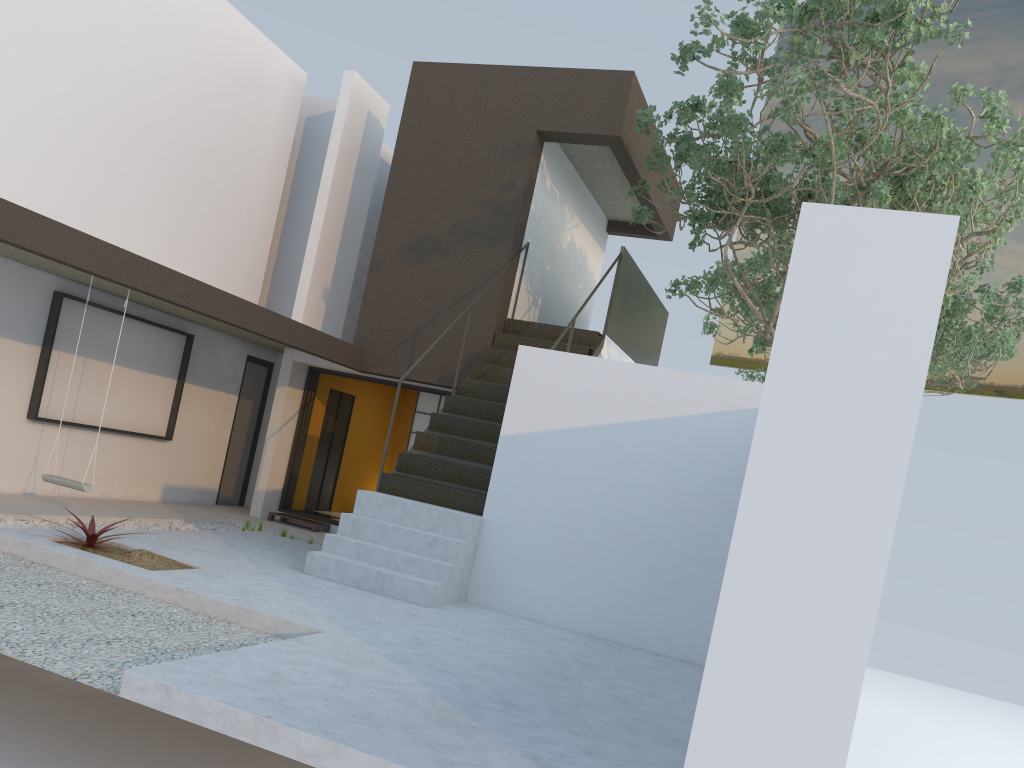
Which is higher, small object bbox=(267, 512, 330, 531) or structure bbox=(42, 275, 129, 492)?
structure bbox=(42, 275, 129, 492)

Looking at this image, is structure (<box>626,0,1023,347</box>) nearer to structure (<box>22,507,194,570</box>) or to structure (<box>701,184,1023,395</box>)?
structure (<box>701,184,1023,395</box>)

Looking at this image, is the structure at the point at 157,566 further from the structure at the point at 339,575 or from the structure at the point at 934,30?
the structure at the point at 934,30

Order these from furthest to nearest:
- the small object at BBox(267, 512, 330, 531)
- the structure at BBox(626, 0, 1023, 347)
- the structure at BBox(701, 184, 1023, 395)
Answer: the structure at BBox(701, 184, 1023, 395), the small object at BBox(267, 512, 330, 531), the structure at BBox(626, 0, 1023, 347)

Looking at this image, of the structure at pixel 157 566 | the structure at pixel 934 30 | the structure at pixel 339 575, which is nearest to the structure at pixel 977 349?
the structure at pixel 339 575

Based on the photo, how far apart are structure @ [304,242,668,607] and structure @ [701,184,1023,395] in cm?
226

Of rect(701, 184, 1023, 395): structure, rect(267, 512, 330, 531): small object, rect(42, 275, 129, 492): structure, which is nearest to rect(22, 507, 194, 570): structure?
rect(42, 275, 129, 492): structure

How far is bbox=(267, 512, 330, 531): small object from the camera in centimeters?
1078cm

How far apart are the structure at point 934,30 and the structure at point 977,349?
2.4m

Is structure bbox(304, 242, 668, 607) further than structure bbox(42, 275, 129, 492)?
No
